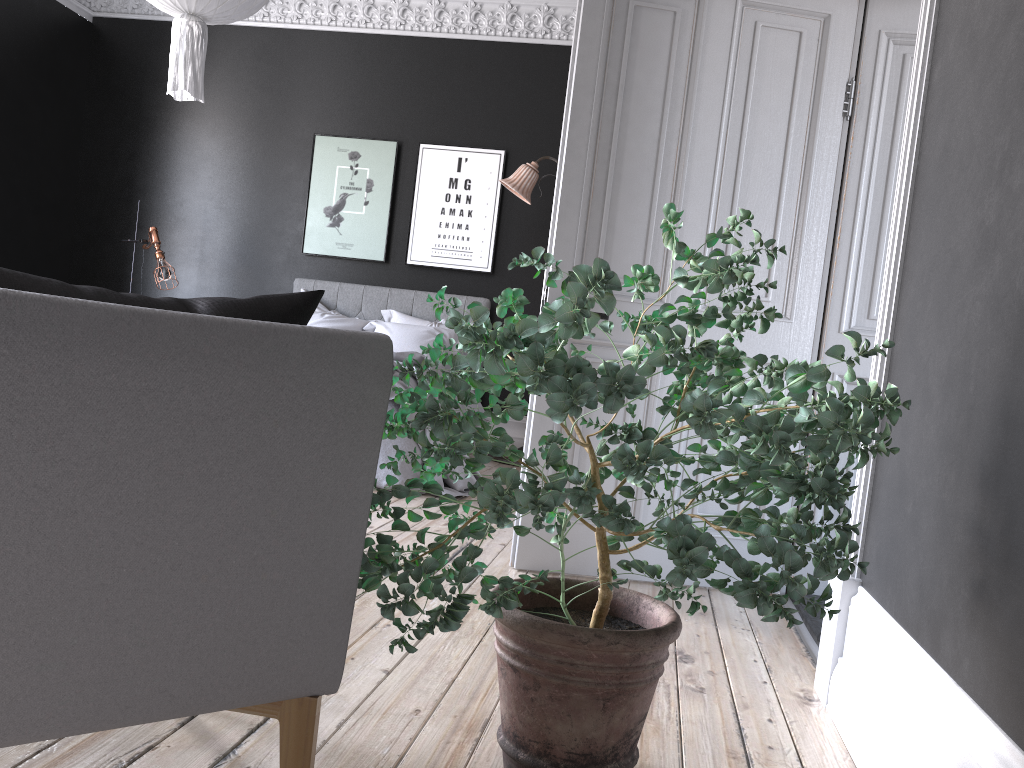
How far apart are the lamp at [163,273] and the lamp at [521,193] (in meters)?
2.91

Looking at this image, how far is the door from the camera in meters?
3.3

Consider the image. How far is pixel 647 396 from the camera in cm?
174

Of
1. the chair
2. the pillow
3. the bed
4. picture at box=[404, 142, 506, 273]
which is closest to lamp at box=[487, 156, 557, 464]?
picture at box=[404, 142, 506, 273]

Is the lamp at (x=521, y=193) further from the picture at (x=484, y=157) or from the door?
the door

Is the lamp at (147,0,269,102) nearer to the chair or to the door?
the door

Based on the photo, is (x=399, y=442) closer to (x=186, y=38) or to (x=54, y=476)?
(x=186, y=38)

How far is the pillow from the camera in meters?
7.1

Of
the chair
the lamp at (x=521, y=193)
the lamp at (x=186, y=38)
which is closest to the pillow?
the lamp at (x=521, y=193)

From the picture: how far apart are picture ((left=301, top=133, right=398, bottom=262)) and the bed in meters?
0.3
